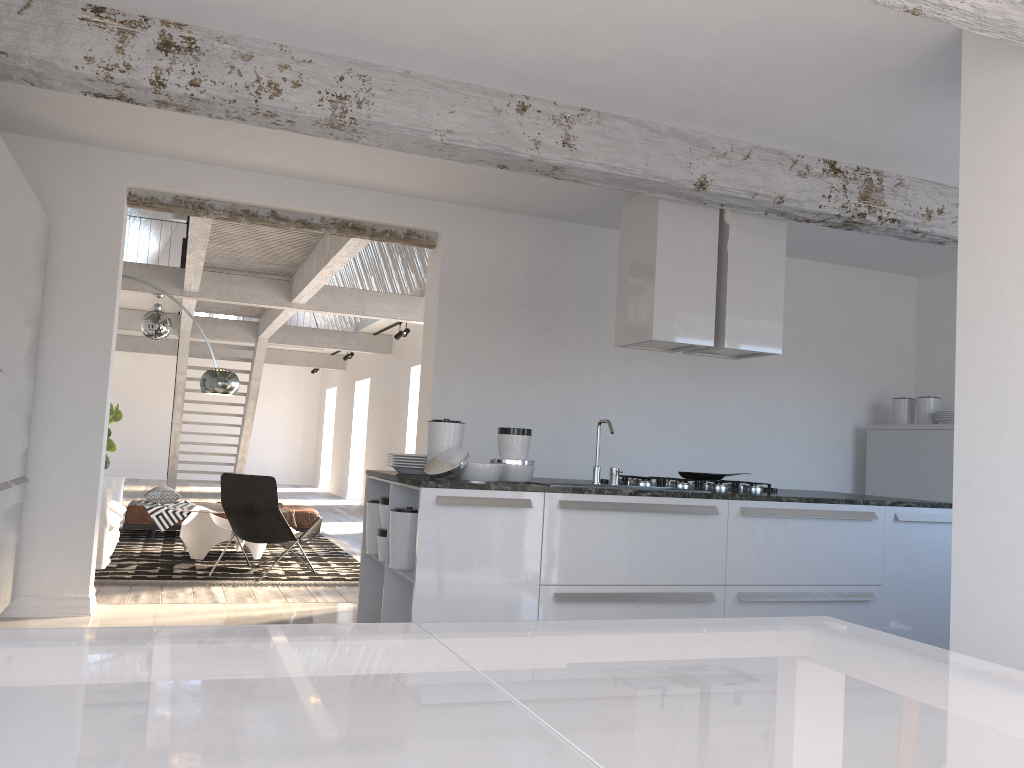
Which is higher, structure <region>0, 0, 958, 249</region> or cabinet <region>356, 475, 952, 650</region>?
structure <region>0, 0, 958, 249</region>

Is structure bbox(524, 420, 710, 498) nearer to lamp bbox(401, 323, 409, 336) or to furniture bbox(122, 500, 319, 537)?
furniture bbox(122, 500, 319, 537)

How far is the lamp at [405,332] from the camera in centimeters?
1275cm

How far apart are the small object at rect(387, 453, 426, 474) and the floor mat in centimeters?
267cm

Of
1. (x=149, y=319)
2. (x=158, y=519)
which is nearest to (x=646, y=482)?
(x=158, y=519)

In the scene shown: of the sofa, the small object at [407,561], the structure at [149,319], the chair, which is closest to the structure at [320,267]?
the structure at [149,319]

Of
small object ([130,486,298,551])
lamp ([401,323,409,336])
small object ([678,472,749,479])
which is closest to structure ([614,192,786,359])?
small object ([678,472,749,479])

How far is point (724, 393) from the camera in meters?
7.2

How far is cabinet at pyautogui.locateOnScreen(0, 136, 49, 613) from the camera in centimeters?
425cm

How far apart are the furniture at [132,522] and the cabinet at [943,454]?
5.8m
